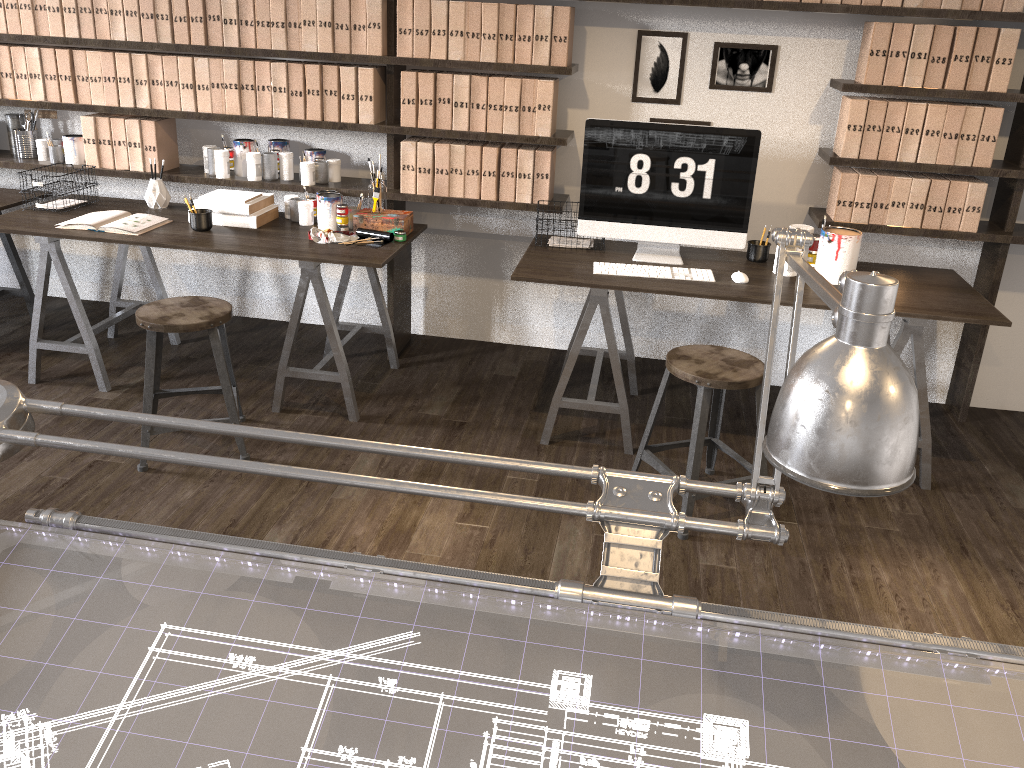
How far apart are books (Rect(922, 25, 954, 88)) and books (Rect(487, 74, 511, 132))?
1.57m

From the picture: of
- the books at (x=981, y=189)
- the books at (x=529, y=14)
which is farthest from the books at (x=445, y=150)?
the books at (x=981, y=189)

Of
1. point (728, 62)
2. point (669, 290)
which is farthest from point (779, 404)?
point (728, 62)

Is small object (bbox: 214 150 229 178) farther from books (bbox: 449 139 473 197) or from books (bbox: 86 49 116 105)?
books (bbox: 449 139 473 197)

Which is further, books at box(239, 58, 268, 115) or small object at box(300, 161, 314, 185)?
small object at box(300, 161, 314, 185)

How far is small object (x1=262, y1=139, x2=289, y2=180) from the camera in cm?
378

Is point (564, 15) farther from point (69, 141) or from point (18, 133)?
point (18, 133)

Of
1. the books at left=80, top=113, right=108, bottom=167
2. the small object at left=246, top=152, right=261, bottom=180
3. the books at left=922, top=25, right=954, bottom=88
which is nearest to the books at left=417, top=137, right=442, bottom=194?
the small object at left=246, top=152, right=261, bottom=180

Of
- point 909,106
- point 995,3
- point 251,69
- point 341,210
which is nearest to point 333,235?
point 341,210

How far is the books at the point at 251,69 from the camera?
3.6m
